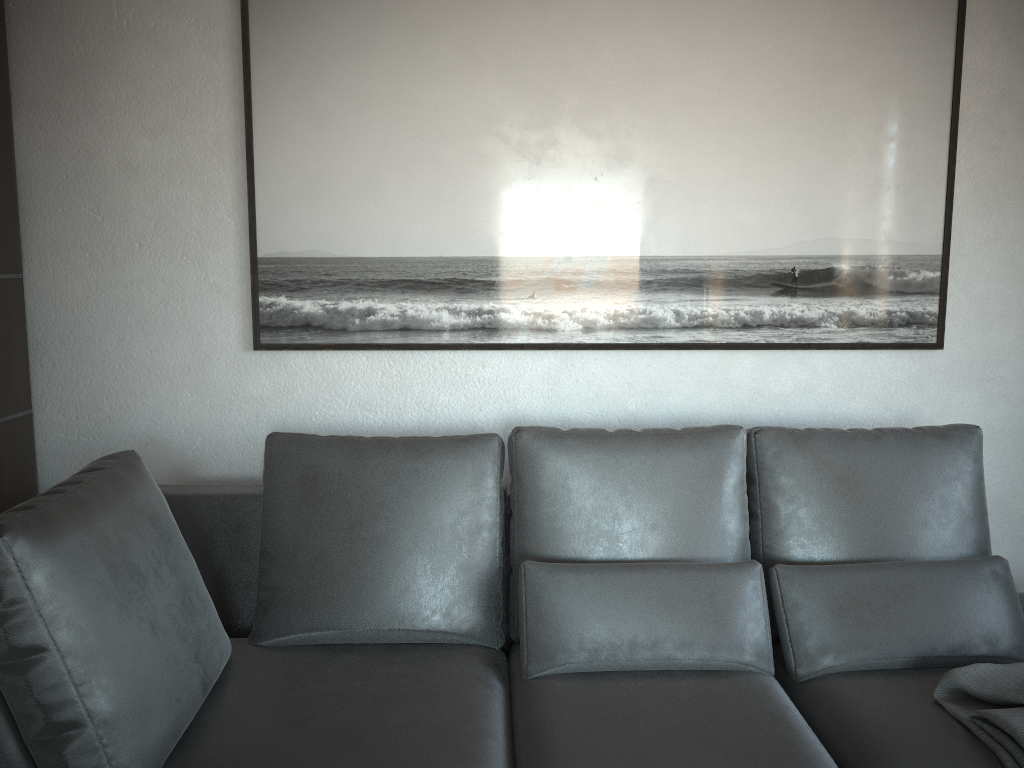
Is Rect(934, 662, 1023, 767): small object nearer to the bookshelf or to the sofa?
the sofa

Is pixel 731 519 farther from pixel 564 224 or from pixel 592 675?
pixel 564 224

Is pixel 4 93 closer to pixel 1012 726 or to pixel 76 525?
pixel 76 525

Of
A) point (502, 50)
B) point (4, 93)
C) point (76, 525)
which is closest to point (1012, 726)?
point (76, 525)

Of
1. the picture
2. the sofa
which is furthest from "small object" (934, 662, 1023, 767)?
the picture

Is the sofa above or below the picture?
below

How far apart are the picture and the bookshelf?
0.6m

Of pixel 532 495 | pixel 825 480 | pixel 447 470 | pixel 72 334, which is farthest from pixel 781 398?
pixel 72 334

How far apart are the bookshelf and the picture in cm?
62

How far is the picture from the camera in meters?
2.4
